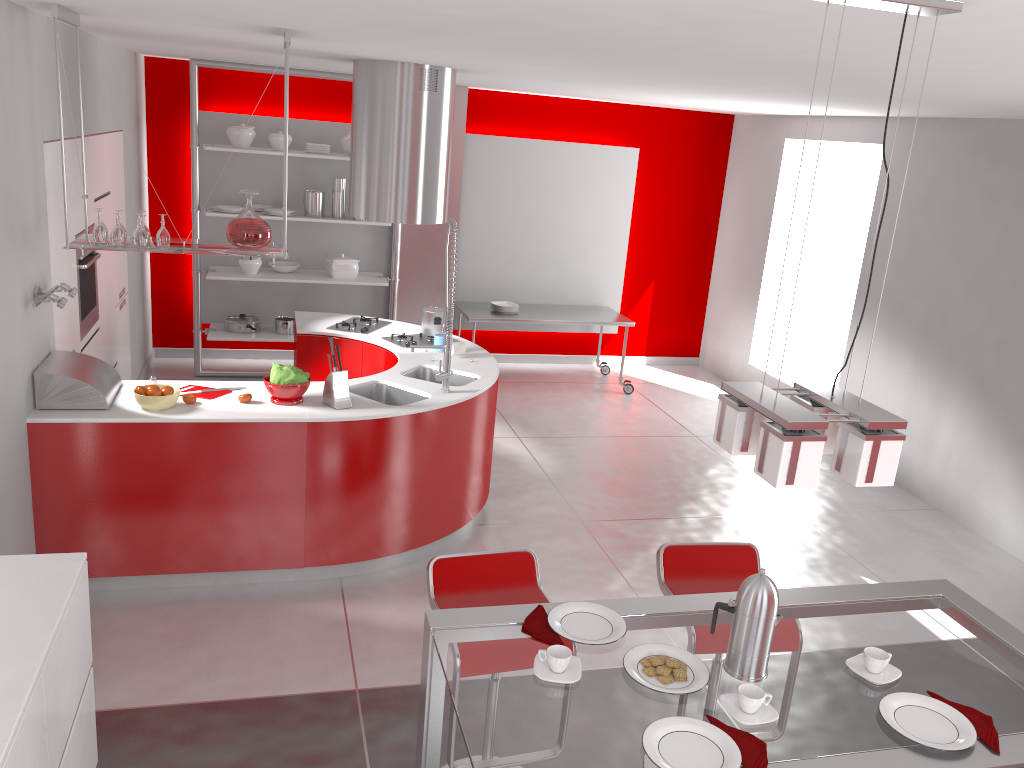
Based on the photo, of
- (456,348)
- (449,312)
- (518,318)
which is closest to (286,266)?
(518,318)

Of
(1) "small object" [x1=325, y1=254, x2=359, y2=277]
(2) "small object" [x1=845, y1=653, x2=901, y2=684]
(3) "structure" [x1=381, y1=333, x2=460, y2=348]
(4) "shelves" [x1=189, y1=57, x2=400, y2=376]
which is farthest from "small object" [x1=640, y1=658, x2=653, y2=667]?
(1) "small object" [x1=325, y1=254, x2=359, y2=277]

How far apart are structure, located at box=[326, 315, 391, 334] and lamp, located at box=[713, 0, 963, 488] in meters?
4.1

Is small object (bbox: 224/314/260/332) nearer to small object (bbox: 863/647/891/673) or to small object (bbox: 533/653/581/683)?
small object (bbox: 533/653/581/683)

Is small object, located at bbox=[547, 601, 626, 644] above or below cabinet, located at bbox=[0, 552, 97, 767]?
above

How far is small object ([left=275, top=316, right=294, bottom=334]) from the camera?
7.6 meters

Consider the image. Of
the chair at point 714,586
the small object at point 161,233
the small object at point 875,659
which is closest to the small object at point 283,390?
the small object at point 161,233

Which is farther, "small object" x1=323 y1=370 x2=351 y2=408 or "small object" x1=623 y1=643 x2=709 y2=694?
"small object" x1=323 y1=370 x2=351 y2=408

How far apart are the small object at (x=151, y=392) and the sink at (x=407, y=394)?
1.1 meters

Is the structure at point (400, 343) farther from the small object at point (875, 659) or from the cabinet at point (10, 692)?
the small object at point (875, 659)
